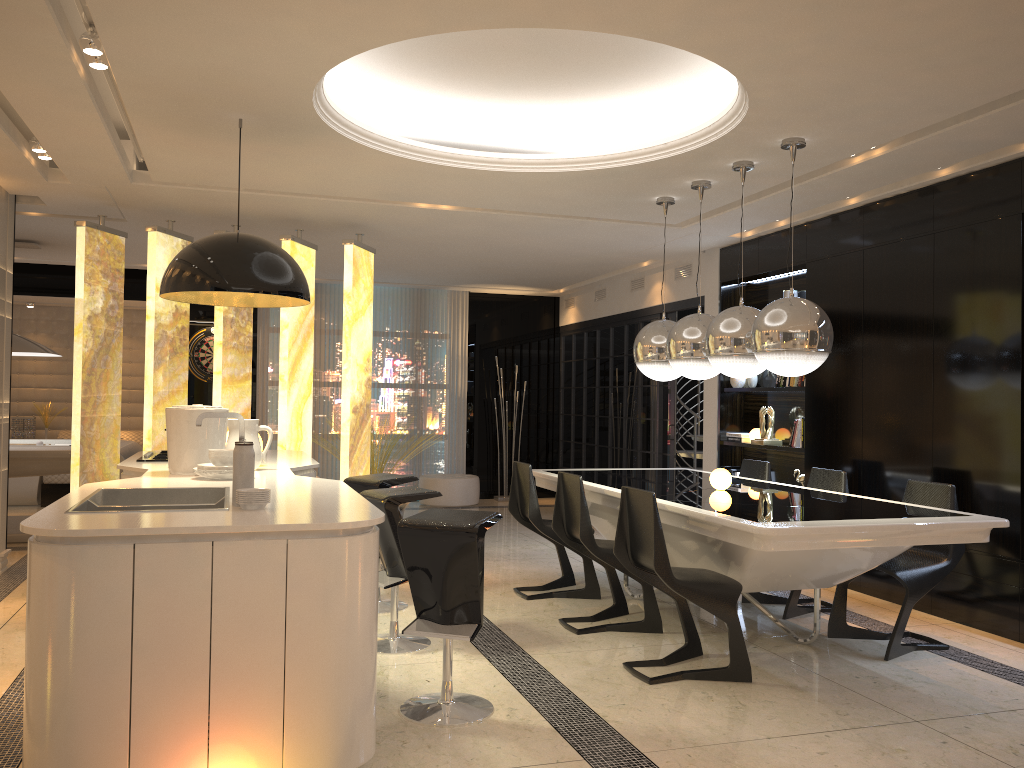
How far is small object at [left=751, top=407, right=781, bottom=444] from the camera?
7.1m

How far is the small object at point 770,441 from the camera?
7.1m

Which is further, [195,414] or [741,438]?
[741,438]

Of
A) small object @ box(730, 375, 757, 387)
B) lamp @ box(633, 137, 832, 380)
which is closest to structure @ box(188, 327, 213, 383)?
small object @ box(730, 375, 757, 387)

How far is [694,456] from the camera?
9.4 meters

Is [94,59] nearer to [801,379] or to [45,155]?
[45,155]

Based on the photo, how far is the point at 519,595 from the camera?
5.68m

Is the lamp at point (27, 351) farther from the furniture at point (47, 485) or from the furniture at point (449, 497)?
the furniture at point (449, 497)

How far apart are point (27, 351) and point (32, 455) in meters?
1.0 m

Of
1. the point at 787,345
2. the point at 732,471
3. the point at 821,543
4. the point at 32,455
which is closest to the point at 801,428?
the point at 732,471
